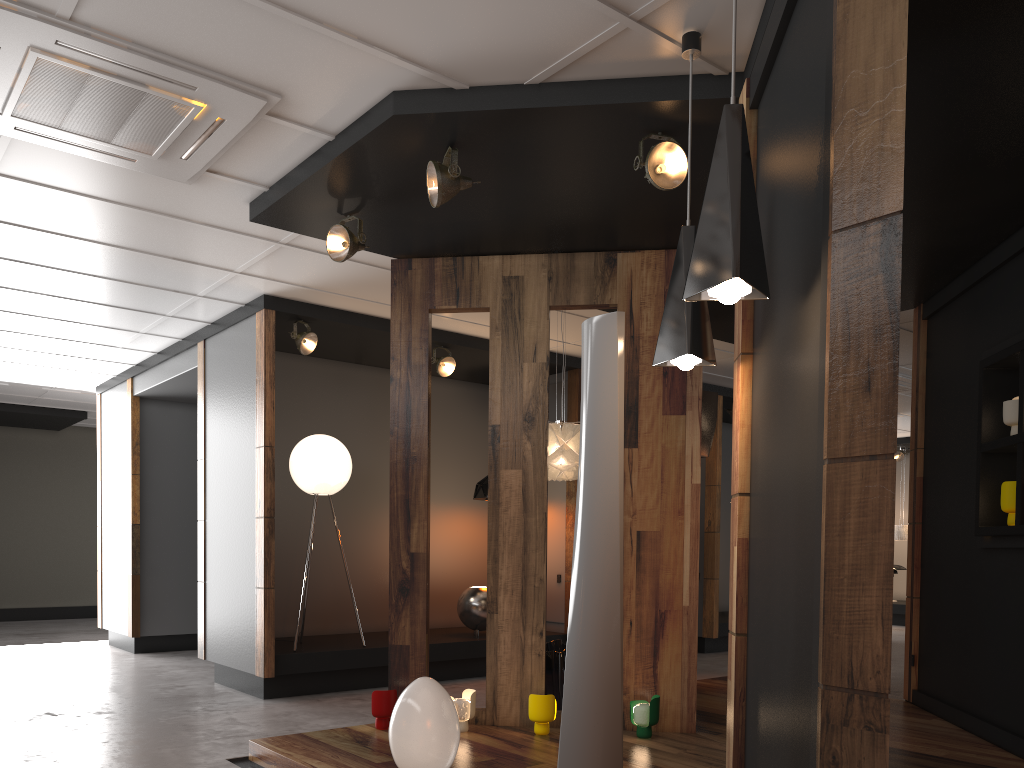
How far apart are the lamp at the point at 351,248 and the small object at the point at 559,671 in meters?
2.7 m

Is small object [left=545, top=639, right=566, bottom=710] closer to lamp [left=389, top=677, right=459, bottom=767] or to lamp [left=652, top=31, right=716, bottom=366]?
lamp [left=389, top=677, right=459, bottom=767]

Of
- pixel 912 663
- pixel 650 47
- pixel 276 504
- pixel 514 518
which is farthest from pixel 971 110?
pixel 276 504

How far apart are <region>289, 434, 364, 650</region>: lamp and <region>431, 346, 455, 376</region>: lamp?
1.1m

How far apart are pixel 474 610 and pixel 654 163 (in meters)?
5.02

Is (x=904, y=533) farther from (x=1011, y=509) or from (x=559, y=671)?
(x=559, y=671)

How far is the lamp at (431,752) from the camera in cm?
351

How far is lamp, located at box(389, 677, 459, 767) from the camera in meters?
3.5 m

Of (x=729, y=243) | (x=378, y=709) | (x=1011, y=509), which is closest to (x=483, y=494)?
(x=378, y=709)

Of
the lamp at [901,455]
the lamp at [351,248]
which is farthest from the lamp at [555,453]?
the lamp at [901,455]
